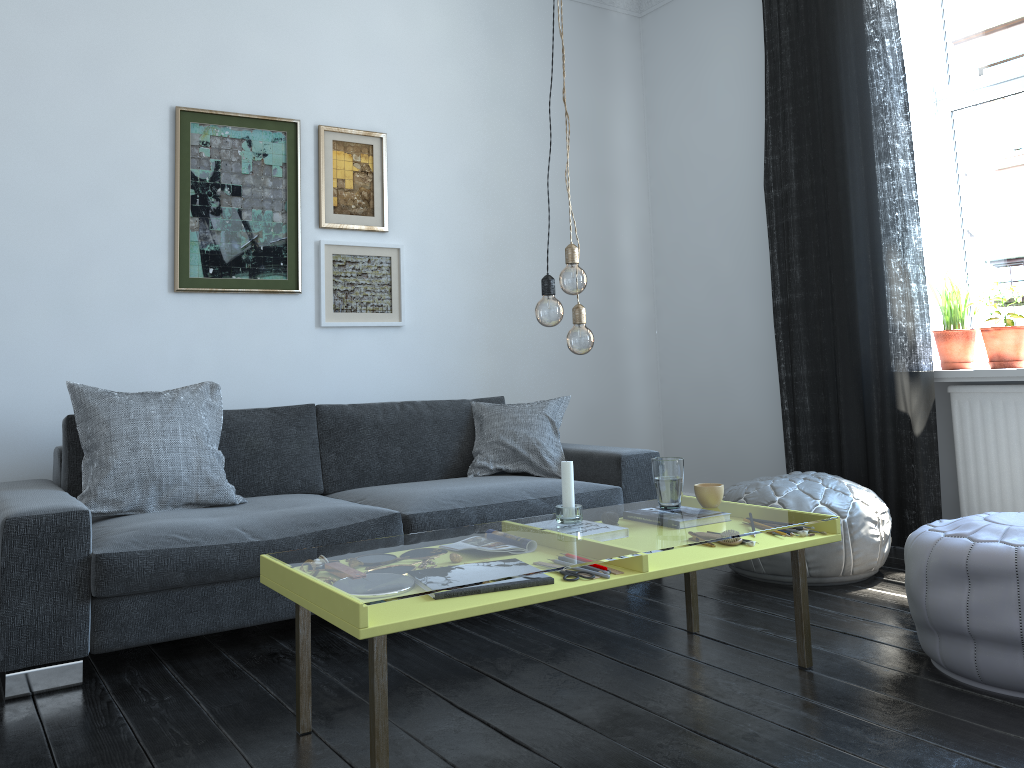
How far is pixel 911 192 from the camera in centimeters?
371cm

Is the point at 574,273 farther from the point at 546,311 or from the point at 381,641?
the point at 381,641

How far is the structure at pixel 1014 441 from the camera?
3.54m

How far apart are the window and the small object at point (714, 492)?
2.1 meters

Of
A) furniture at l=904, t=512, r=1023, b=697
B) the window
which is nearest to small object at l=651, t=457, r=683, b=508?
furniture at l=904, t=512, r=1023, b=697

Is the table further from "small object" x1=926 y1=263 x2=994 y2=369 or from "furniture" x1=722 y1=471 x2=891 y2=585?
"small object" x1=926 y1=263 x2=994 y2=369

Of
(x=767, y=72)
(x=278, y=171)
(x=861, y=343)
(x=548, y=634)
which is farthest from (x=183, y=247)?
(x=861, y=343)

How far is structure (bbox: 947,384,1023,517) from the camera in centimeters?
354cm

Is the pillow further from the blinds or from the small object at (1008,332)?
the small object at (1008,332)

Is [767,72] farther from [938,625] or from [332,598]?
[332,598]
